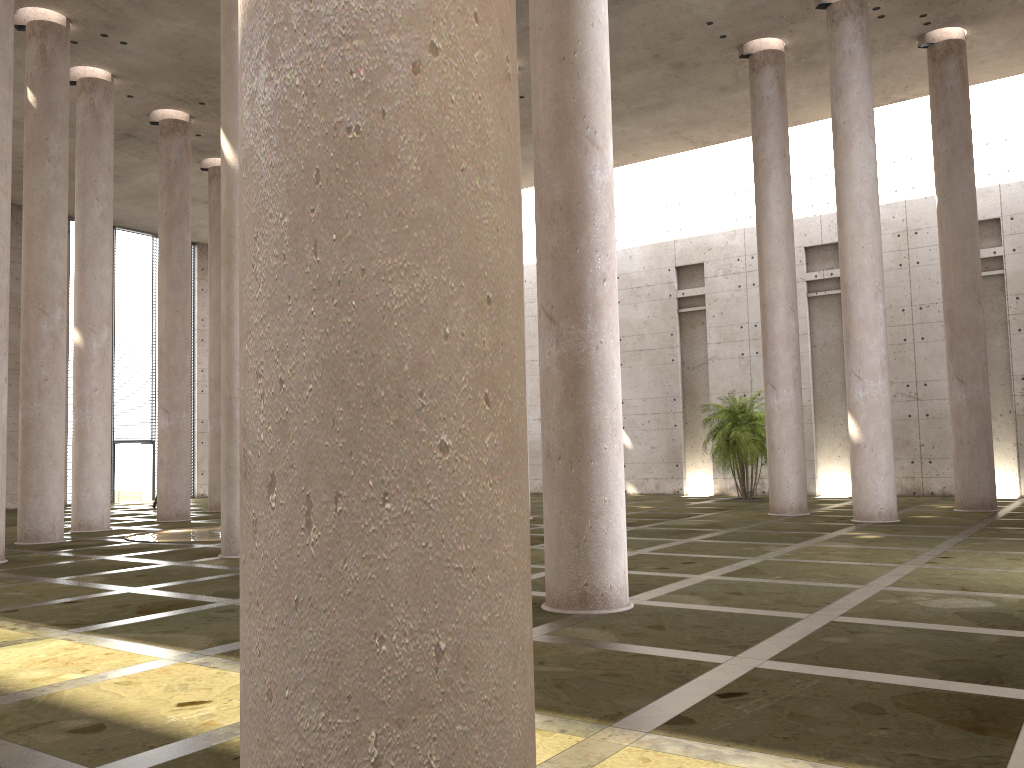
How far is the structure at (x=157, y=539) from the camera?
17.14m

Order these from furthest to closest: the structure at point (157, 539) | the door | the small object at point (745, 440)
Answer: the door → the small object at point (745, 440) → the structure at point (157, 539)

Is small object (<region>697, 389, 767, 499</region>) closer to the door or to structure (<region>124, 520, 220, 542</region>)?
structure (<region>124, 520, 220, 542</region>)

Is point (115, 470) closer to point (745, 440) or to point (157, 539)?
point (157, 539)

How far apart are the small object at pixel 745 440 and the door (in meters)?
21.64

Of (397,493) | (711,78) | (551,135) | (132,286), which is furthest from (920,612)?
(132,286)

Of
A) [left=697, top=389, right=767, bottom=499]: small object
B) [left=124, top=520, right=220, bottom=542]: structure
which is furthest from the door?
[left=697, top=389, right=767, bottom=499]: small object

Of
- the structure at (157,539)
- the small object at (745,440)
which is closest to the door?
the structure at (157,539)

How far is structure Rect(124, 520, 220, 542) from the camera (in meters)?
17.14

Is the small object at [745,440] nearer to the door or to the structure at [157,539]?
the structure at [157,539]
